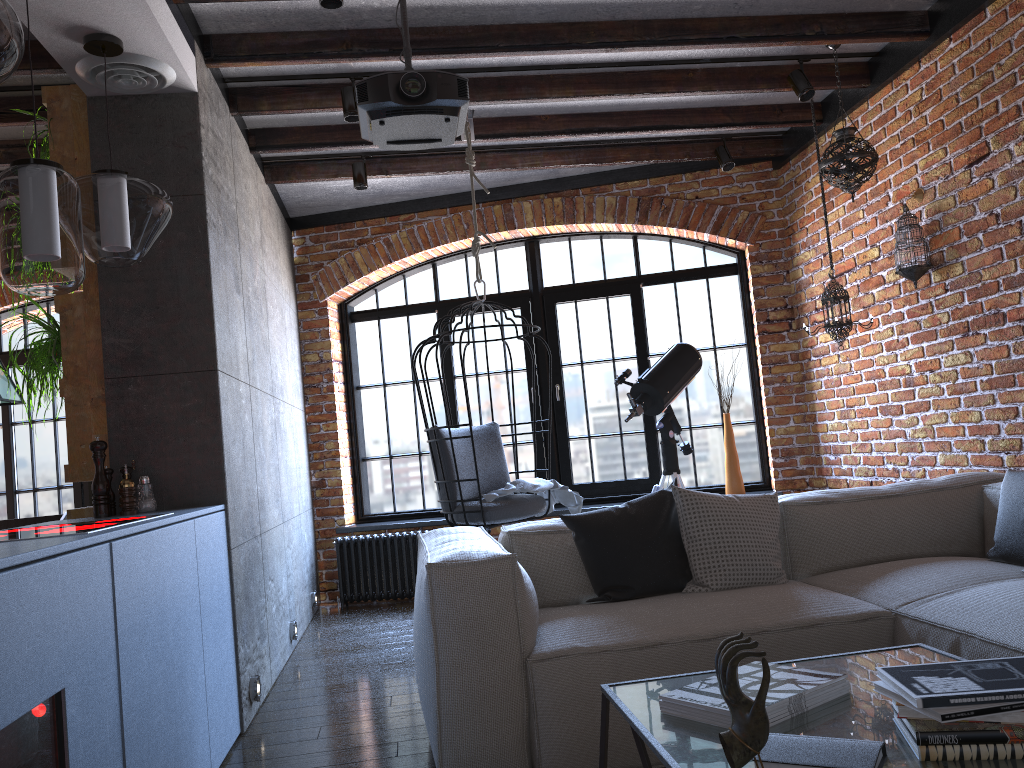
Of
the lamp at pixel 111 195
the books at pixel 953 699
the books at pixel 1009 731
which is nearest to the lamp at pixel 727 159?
the lamp at pixel 111 195

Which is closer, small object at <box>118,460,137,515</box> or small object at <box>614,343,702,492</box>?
small object at <box>118,460,137,515</box>

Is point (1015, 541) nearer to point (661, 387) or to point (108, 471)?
point (661, 387)

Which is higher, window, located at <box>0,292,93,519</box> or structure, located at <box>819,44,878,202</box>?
structure, located at <box>819,44,878,202</box>

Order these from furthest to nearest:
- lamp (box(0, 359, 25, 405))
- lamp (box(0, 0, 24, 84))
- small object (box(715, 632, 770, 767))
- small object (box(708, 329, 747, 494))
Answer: small object (box(708, 329, 747, 494)), lamp (box(0, 359, 25, 405)), lamp (box(0, 0, 24, 84)), small object (box(715, 632, 770, 767))

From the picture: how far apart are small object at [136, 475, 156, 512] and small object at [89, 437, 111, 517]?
0.1m

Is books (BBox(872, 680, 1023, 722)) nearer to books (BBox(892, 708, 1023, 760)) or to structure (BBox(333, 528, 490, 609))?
books (BBox(892, 708, 1023, 760))

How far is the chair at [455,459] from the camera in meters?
4.3

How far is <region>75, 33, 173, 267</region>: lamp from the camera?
2.7 meters

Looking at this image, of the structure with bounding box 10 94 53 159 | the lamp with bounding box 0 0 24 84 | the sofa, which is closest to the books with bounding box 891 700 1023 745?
the sofa
